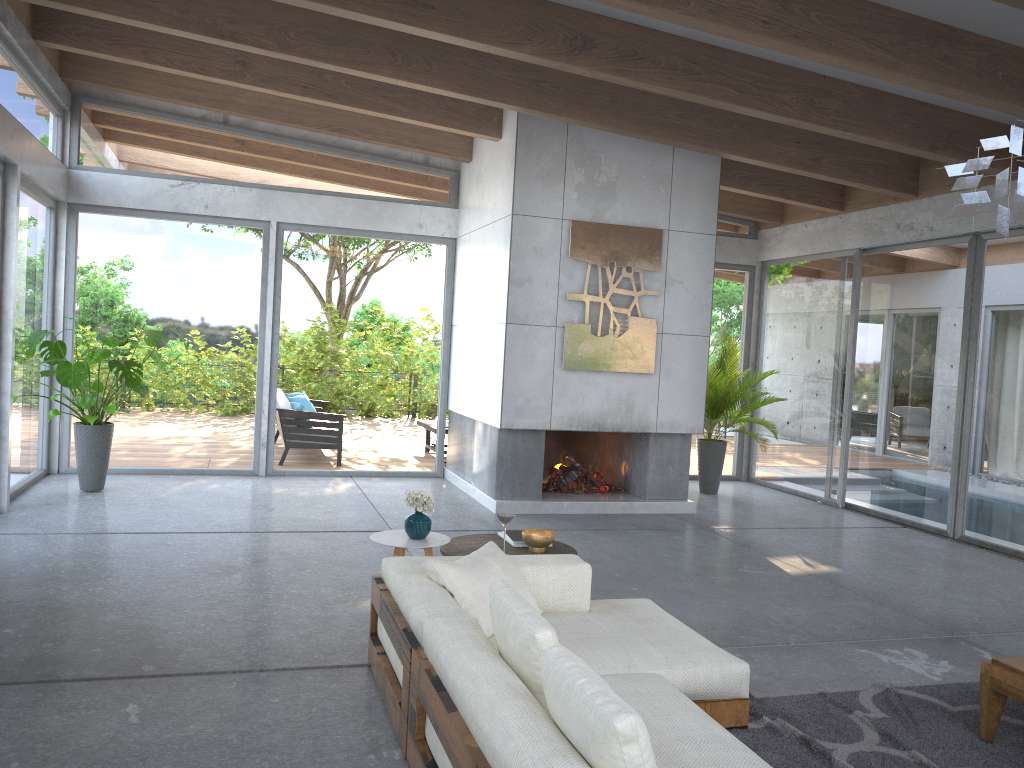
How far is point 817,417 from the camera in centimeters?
982cm

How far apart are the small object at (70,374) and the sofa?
4.33m

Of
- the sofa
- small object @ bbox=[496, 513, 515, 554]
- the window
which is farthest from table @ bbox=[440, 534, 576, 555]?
the window

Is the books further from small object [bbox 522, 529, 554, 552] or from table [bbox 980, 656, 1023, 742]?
table [bbox 980, 656, 1023, 742]

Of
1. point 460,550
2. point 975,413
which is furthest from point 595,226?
point 460,550

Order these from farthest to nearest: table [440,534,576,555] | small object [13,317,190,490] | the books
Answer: small object [13,317,190,490]
the books
table [440,534,576,555]

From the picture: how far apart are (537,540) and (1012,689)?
2.2m

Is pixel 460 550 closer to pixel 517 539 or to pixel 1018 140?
pixel 517 539

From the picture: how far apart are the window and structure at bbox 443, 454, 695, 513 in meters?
0.2 m

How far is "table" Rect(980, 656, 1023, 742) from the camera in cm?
346
